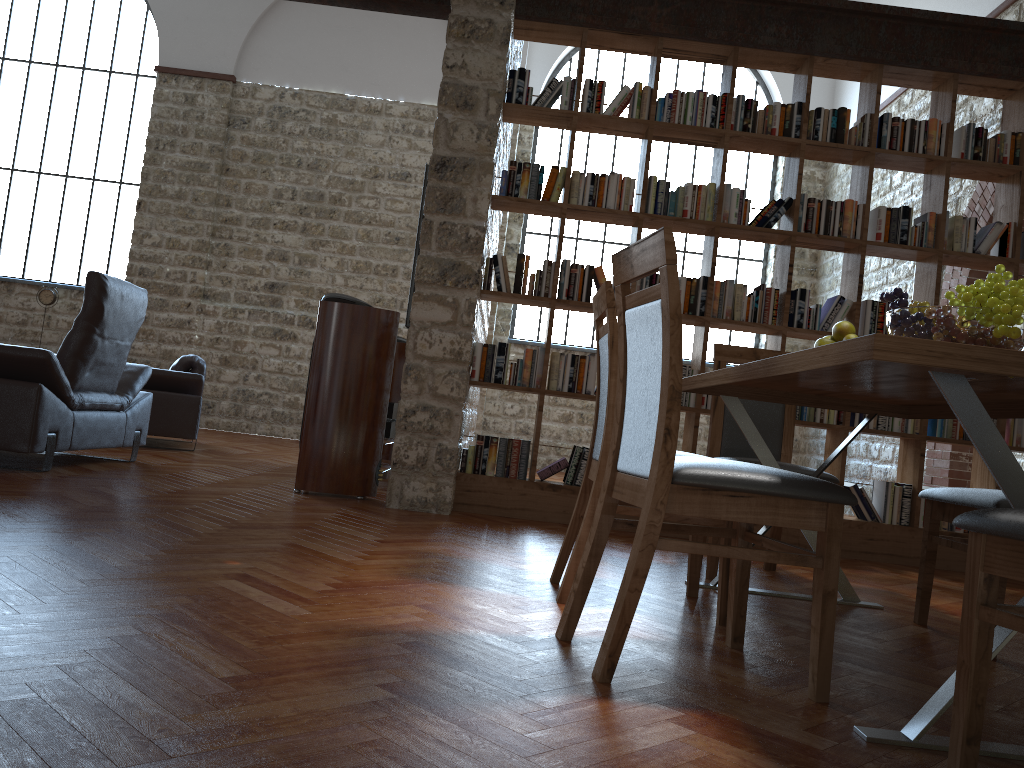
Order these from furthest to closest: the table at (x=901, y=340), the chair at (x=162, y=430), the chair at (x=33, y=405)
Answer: the chair at (x=162, y=430) → the chair at (x=33, y=405) → the table at (x=901, y=340)

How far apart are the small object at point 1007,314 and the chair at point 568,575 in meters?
0.8 m

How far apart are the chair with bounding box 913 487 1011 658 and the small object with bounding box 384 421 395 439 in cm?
365

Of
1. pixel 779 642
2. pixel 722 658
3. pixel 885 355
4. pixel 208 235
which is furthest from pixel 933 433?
pixel 208 235

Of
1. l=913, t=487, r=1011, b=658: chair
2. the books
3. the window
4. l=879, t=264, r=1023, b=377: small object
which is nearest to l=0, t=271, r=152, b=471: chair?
the books

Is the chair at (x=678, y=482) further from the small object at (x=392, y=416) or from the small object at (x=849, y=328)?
the small object at (x=392, y=416)

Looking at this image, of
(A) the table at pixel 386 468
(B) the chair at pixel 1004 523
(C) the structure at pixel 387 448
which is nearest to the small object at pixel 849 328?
(B) the chair at pixel 1004 523

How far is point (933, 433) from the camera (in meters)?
5.03

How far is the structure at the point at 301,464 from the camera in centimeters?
483cm

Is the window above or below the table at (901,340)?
above
